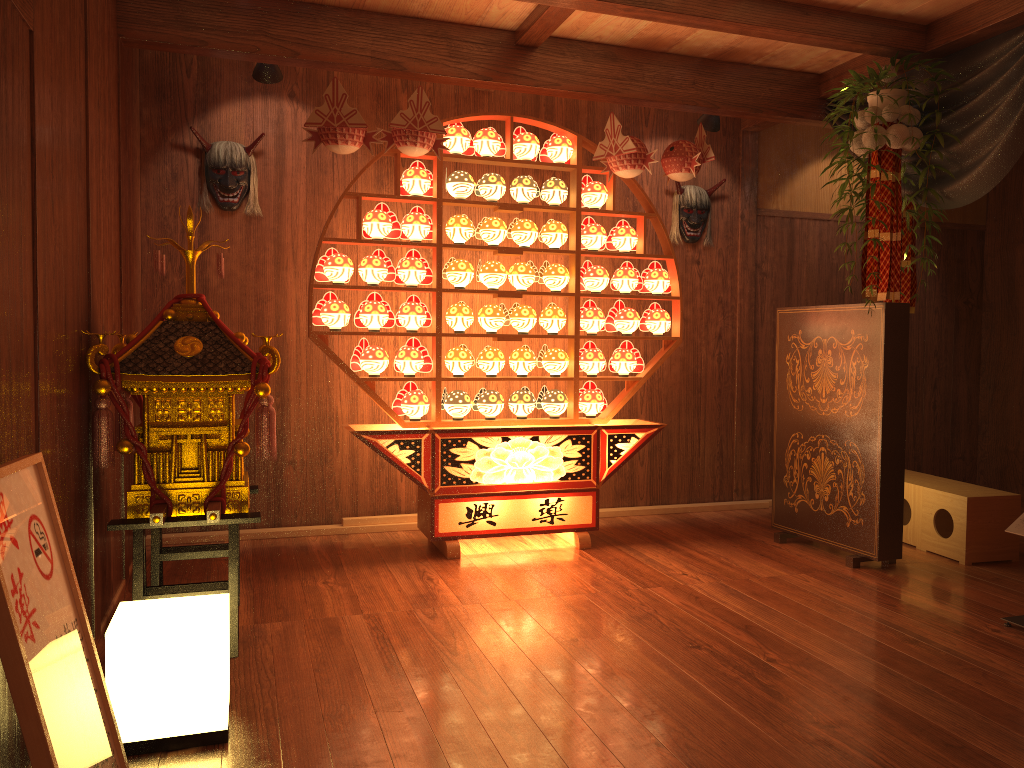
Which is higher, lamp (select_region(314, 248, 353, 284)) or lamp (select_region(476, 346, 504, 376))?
lamp (select_region(314, 248, 353, 284))

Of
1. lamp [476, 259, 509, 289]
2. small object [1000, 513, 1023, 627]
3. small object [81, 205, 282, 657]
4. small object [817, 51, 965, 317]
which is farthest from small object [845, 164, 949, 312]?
small object [81, 205, 282, 657]

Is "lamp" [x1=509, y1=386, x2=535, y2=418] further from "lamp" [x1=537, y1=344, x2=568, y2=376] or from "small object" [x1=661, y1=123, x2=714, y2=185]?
"small object" [x1=661, y1=123, x2=714, y2=185]

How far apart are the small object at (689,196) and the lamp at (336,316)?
2.18m

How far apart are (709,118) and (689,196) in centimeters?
59cm

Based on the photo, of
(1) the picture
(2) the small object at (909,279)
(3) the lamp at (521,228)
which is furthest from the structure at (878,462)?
(1) the picture

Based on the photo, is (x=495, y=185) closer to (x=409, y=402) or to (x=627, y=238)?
(x=627, y=238)

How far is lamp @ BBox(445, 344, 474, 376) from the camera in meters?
4.4 m

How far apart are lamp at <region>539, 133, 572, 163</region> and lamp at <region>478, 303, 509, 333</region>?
0.8m

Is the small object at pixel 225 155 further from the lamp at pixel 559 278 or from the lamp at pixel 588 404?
the lamp at pixel 588 404
